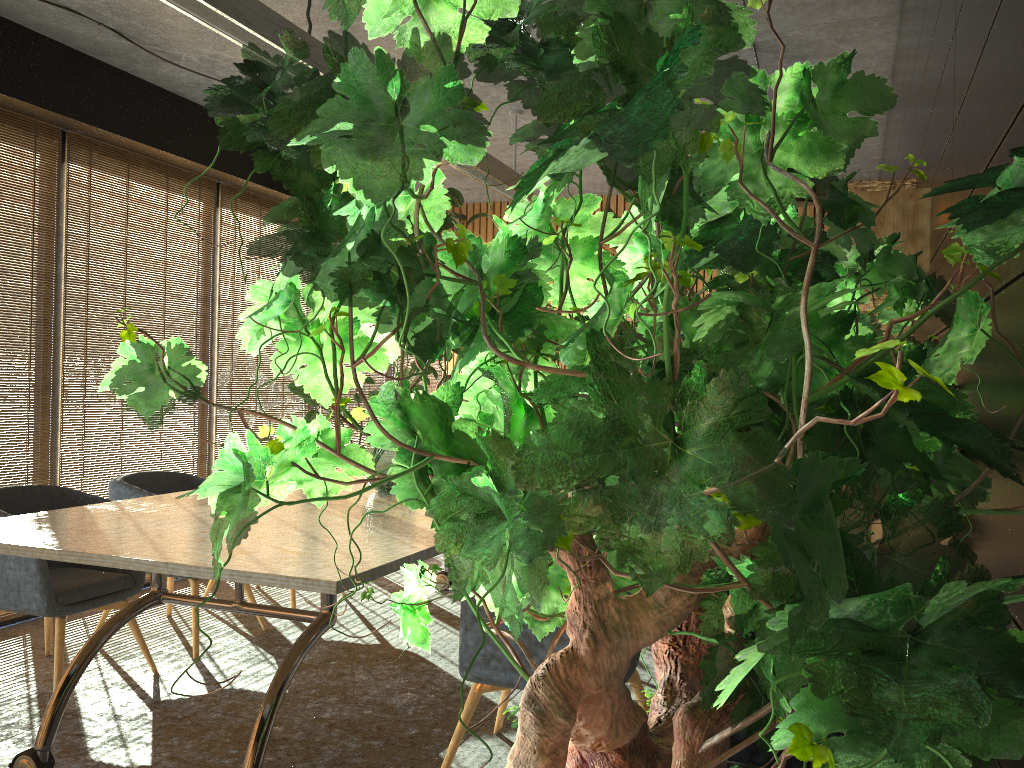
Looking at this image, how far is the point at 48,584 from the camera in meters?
4.0 m

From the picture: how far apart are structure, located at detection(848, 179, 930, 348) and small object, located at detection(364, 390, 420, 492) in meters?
2.4

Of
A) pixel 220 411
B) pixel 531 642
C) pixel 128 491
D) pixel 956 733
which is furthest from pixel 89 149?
pixel 956 733

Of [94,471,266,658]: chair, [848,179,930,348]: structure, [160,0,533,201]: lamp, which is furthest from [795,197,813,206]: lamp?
[94,471,266,658]: chair

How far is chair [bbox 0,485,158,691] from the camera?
4.0 meters

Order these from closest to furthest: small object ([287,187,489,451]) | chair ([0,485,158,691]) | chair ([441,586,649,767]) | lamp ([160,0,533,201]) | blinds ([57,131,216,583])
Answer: chair ([441,586,649,767]) → lamp ([160,0,533,201]) → chair ([0,485,158,691]) → blinds ([57,131,216,583]) → small object ([287,187,489,451])

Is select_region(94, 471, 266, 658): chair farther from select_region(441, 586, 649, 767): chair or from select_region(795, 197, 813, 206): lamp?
select_region(795, 197, 813, 206): lamp

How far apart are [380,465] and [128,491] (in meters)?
1.52

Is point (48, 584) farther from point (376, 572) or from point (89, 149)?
point (89, 149)

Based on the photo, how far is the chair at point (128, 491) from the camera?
4.9 meters
